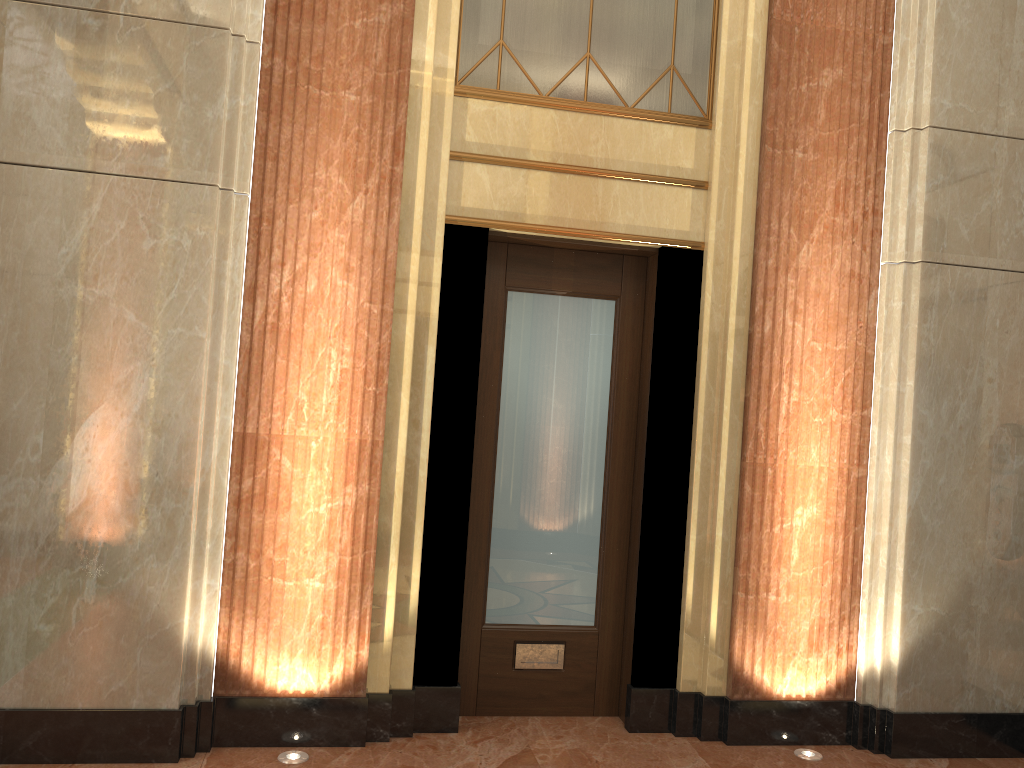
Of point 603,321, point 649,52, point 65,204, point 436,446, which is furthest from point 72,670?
point 649,52
